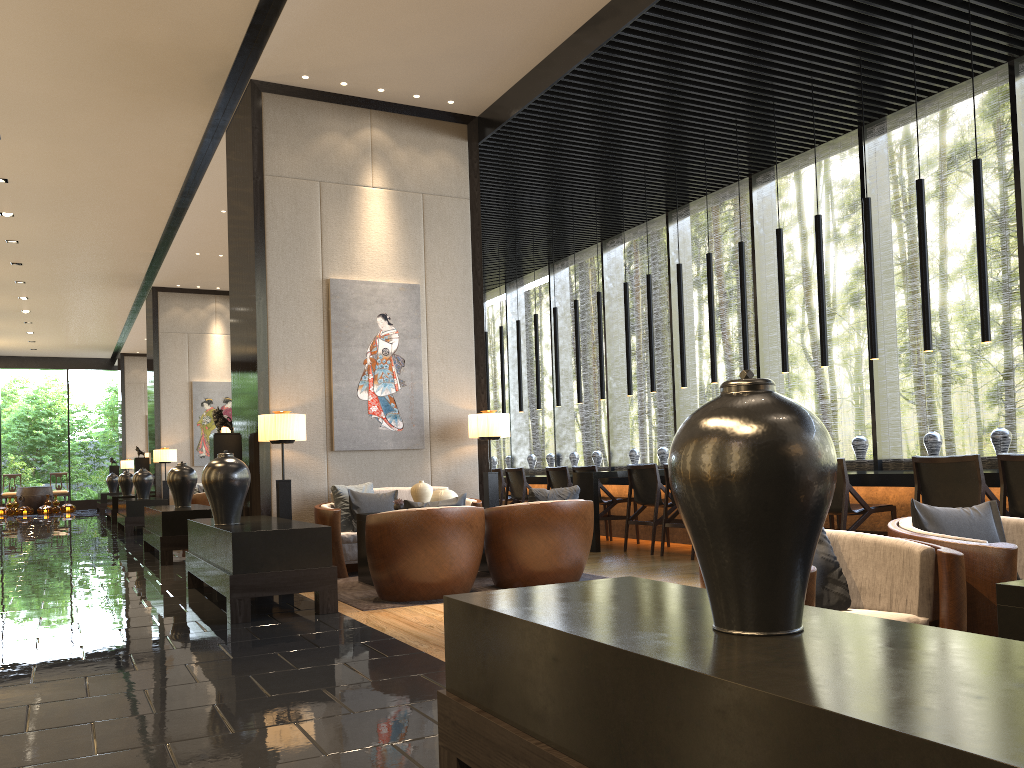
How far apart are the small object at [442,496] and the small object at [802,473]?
5.16m

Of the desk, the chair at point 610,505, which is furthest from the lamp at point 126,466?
the chair at point 610,505

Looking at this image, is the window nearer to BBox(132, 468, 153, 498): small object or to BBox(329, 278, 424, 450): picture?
BBox(329, 278, 424, 450): picture

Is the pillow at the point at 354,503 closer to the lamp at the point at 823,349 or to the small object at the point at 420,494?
the small object at the point at 420,494

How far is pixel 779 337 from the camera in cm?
982

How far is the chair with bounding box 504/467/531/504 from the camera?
10.31m

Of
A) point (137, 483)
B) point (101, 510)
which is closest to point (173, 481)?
point (137, 483)

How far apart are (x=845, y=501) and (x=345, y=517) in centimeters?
383cm

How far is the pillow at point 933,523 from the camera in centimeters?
315cm

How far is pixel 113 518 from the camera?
16.31m
